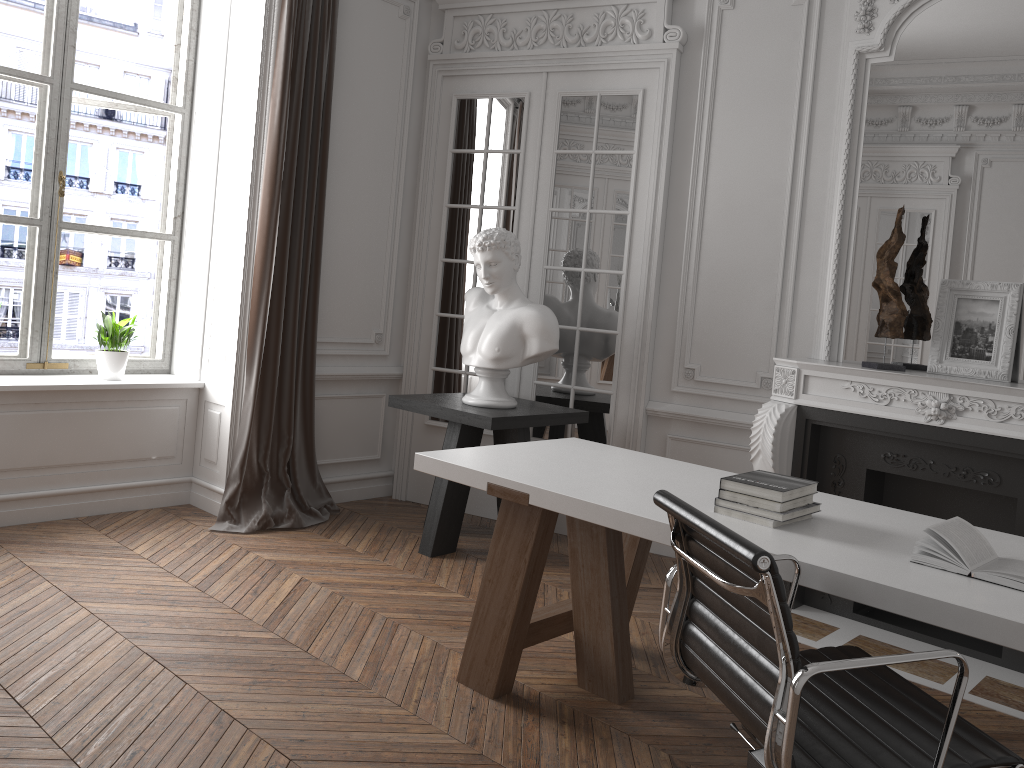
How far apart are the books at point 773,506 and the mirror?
1.8 meters

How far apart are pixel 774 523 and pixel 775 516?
0.0 meters

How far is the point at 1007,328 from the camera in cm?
380

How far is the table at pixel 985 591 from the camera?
2.0 meters

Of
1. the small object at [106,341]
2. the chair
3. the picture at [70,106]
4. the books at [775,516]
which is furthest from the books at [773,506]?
the picture at [70,106]

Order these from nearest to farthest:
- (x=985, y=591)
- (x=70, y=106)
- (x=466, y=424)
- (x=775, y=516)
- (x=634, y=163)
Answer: (x=985, y=591) → (x=775, y=516) → (x=466, y=424) → (x=70, y=106) → (x=634, y=163)

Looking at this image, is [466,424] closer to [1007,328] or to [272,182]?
[272,182]

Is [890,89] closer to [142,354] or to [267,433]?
[267,433]

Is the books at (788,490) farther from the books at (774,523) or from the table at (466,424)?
the table at (466,424)

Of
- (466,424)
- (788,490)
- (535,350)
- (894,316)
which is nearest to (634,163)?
(535,350)
